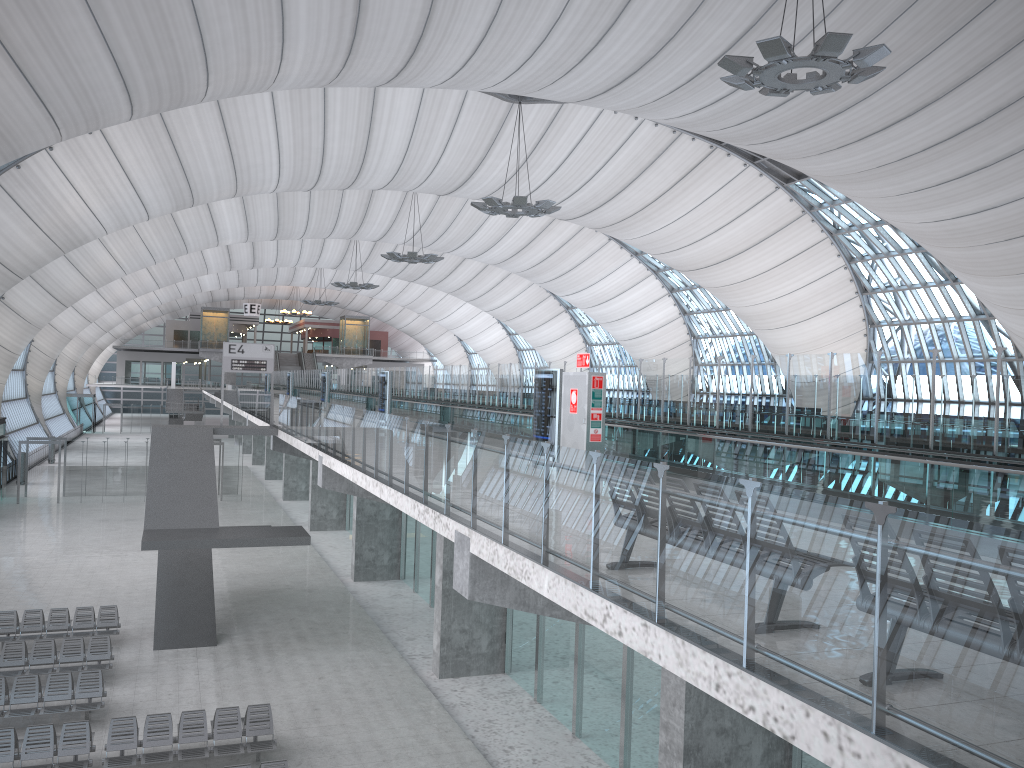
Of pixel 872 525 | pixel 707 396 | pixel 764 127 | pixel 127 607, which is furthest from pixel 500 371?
pixel 872 525

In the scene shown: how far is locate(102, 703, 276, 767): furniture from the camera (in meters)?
14.14

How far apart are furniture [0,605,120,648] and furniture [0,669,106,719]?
3.8m

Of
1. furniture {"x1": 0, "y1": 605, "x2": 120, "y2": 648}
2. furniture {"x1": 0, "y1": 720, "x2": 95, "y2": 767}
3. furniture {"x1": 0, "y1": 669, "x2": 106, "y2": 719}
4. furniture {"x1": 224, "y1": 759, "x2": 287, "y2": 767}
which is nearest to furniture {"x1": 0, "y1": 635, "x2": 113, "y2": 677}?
furniture {"x1": 0, "y1": 669, "x2": 106, "y2": 719}

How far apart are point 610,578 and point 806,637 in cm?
214

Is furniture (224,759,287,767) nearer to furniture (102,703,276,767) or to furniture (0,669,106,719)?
furniture (102,703,276,767)

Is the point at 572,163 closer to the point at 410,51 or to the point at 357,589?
the point at 410,51

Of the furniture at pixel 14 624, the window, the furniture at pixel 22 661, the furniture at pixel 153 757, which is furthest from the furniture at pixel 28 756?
the window

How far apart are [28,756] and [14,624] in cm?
783

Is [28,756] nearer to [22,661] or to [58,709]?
[58,709]
